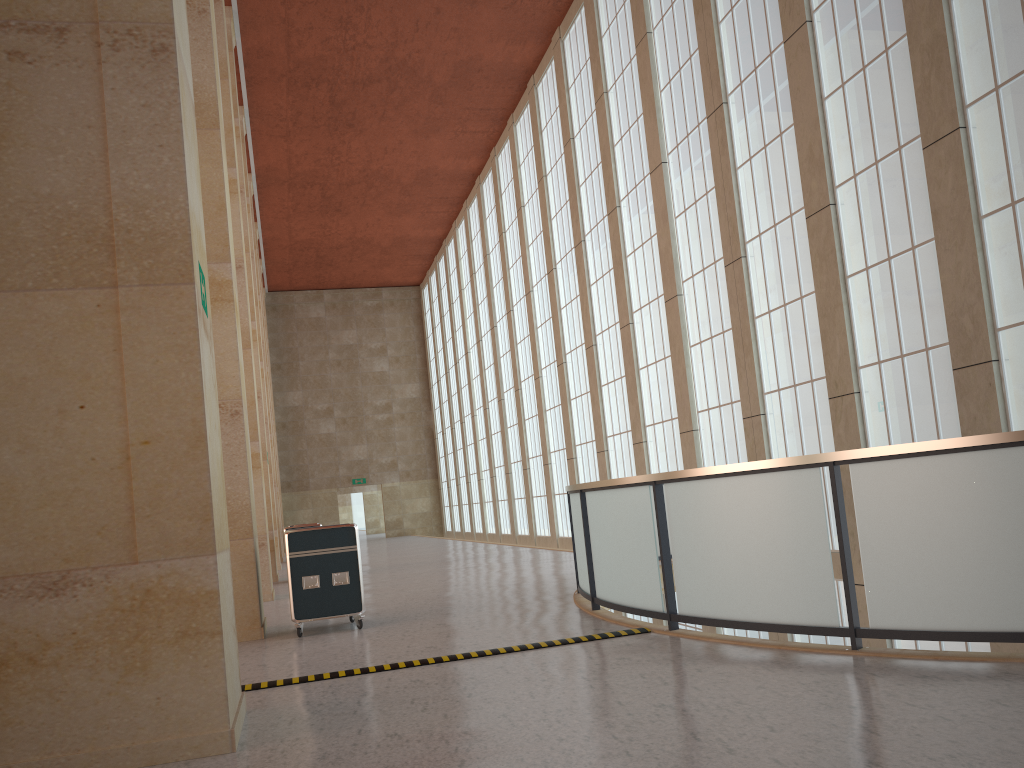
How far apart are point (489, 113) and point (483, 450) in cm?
1811

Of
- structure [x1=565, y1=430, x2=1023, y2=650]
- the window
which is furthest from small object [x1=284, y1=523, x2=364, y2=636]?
the window

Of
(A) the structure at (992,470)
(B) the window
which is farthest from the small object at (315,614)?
(B) the window

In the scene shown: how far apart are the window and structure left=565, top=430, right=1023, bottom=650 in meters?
2.8

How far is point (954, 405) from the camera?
13.86m

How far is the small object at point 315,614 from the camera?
12.52m

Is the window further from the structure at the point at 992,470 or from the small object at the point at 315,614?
the small object at the point at 315,614

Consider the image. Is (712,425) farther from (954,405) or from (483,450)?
(483,450)

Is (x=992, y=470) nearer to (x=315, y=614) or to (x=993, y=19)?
(x=993, y=19)

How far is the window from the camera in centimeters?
1276cm
